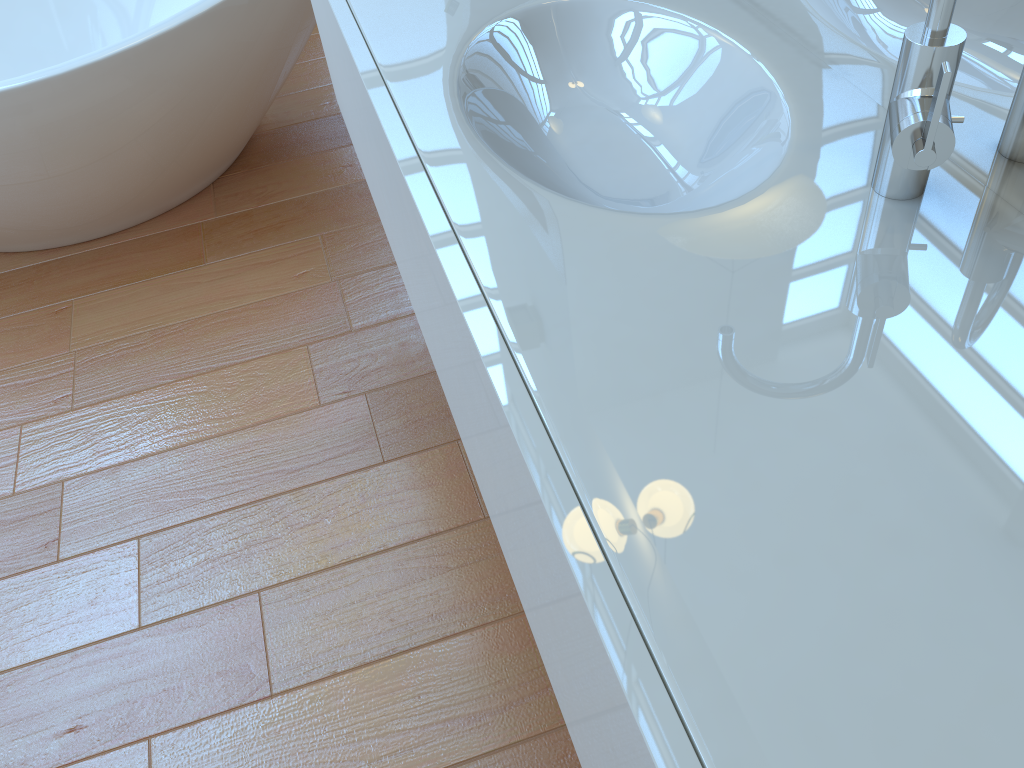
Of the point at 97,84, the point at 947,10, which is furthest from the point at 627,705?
the point at 97,84

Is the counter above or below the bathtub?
above

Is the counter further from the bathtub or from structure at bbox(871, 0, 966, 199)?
the bathtub

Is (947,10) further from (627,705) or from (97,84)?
(97,84)

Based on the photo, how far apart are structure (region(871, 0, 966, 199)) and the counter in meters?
0.0

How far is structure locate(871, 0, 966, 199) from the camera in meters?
0.6

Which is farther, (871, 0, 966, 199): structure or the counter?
(871, 0, 966, 199): structure

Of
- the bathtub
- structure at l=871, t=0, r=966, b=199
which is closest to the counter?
structure at l=871, t=0, r=966, b=199

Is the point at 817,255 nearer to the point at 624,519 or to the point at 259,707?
the point at 624,519

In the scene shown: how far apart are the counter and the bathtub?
0.5m
